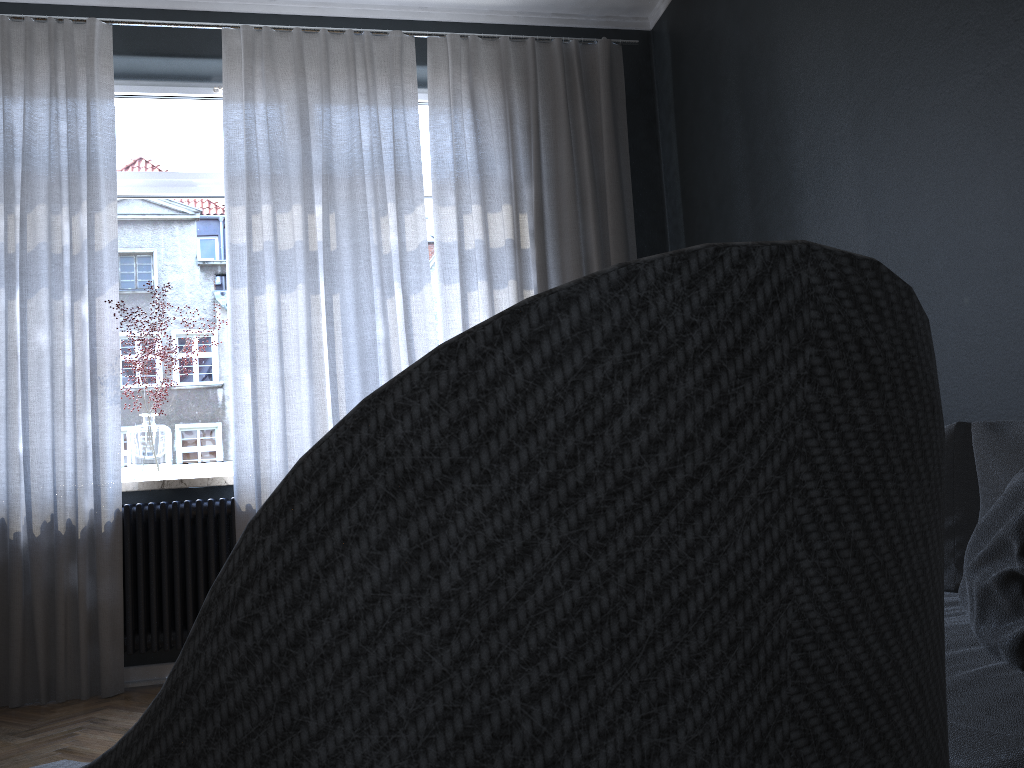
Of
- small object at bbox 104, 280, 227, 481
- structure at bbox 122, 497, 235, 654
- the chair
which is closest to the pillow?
the chair

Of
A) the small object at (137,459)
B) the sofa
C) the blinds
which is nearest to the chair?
the sofa

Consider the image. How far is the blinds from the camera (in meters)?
3.48

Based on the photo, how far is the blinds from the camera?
3.5m

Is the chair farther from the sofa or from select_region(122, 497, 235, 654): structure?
select_region(122, 497, 235, 654): structure

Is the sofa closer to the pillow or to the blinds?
the pillow

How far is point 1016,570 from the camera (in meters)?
1.26

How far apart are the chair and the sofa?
0.6 meters

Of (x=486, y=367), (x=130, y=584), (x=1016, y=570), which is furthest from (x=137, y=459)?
(x=486, y=367)

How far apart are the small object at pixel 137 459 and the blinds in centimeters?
14cm
